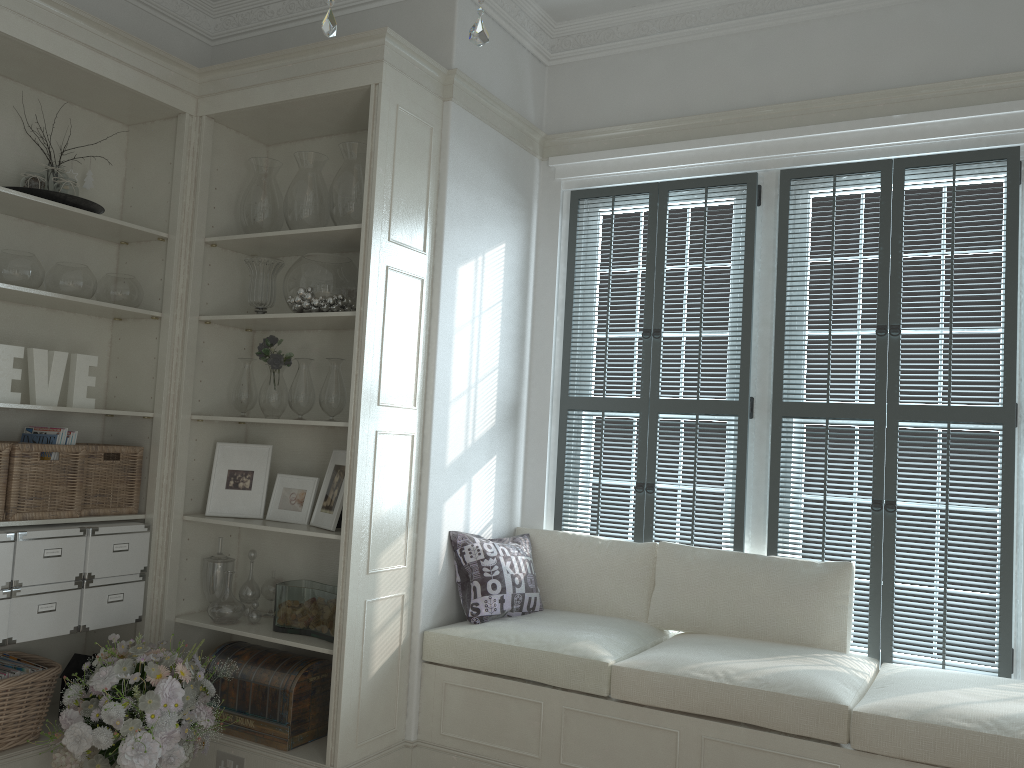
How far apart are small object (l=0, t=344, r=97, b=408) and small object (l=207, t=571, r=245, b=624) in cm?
85

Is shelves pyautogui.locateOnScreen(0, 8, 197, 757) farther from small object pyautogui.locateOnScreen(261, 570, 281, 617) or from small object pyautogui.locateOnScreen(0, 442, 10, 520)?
small object pyautogui.locateOnScreen(261, 570, 281, 617)

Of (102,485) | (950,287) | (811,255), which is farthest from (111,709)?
(950,287)

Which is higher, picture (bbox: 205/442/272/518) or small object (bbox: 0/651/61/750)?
picture (bbox: 205/442/272/518)

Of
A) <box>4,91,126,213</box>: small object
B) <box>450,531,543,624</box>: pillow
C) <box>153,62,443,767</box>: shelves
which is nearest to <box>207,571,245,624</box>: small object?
<box>153,62,443,767</box>: shelves

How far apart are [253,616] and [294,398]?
0.9m

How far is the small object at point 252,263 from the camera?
3.6m

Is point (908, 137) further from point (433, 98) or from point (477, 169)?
point (433, 98)

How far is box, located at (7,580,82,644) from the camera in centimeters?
303cm

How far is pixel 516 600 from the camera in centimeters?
363cm
